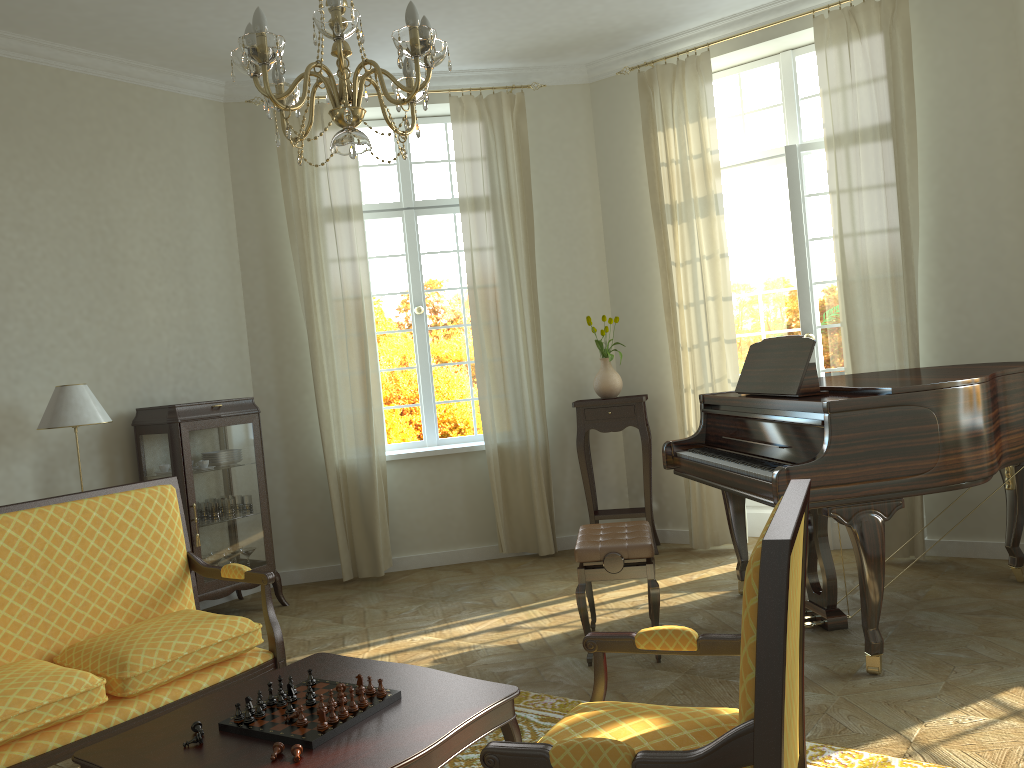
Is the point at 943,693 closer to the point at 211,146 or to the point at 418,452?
the point at 418,452

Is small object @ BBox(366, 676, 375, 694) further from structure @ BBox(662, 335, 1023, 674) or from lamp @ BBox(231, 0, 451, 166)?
structure @ BBox(662, 335, 1023, 674)

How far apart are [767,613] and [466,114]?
5.49m

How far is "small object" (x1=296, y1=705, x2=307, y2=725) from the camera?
2.4 meters

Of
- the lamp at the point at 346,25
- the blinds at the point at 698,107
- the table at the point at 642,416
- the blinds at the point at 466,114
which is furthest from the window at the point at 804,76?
the lamp at the point at 346,25

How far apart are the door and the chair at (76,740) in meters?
3.8 m

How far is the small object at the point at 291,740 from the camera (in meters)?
2.31

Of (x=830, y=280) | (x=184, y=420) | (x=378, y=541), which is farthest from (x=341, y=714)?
(x=830, y=280)

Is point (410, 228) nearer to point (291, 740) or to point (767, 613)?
point (291, 740)

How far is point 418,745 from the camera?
2.2 meters
